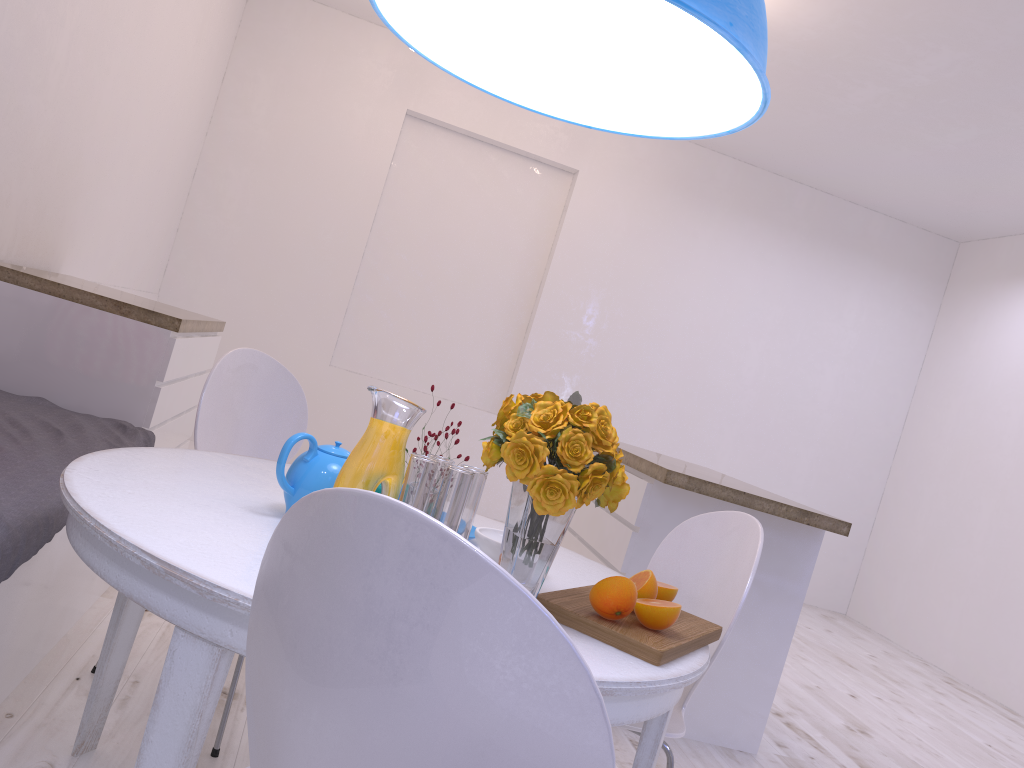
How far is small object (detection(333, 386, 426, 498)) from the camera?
1.3m

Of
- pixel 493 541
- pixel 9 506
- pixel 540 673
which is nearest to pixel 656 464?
pixel 493 541

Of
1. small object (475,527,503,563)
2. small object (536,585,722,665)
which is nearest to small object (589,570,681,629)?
small object (536,585,722,665)

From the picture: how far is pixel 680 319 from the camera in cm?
630

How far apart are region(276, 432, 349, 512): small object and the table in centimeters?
3cm

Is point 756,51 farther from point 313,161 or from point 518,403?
point 313,161

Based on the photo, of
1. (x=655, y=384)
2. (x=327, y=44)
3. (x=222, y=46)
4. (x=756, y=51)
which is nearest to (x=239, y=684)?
(x=756, y=51)

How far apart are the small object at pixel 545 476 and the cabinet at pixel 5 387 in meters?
1.8

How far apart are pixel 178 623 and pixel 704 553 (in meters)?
1.16

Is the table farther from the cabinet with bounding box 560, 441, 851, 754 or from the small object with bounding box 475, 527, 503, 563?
the cabinet with bounding box 560, 441, 851, 754
